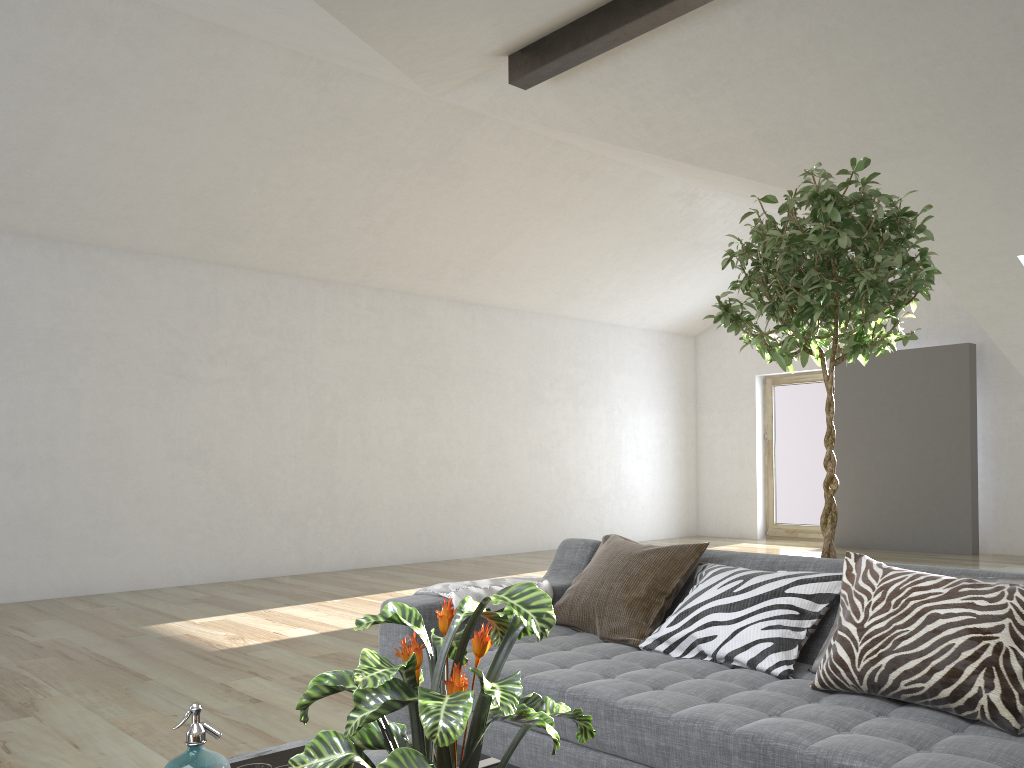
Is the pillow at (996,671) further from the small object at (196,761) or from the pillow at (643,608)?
the small object at (196,761)

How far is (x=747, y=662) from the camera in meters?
2.4

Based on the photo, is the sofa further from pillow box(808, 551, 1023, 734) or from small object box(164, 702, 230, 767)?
small object box(164, 702, 230, 767)

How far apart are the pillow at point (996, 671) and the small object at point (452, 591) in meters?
1.2

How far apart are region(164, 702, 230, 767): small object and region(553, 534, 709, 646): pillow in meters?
1.5 m

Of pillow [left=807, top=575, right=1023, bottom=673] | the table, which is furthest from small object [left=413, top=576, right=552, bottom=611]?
pillow [left=807, top=575, right=1023, bottom=673]

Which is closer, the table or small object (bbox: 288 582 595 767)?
small object (bbox: 288 582 595 767)

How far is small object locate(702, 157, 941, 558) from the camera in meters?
2.8 m

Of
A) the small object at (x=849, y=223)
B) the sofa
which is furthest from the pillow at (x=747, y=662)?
the small object at (x=849, y=223)

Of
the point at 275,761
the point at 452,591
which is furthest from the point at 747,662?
the point at 275,761
